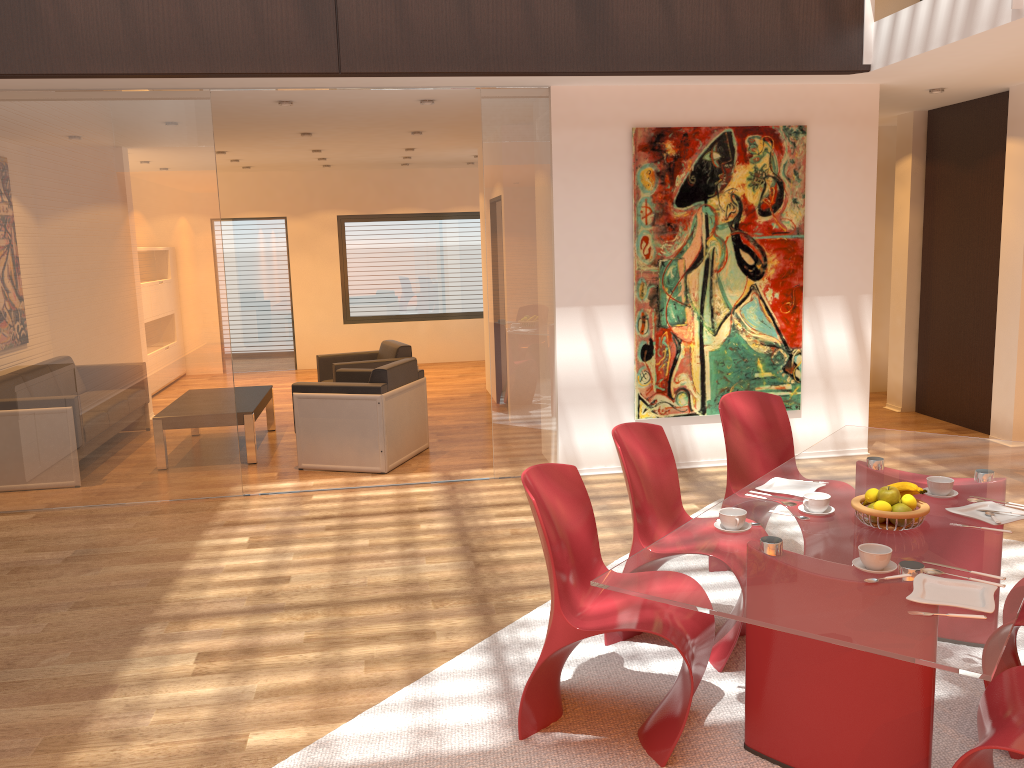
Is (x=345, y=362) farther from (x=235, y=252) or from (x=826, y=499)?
(x=826, y=499)

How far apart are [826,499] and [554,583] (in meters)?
0.96

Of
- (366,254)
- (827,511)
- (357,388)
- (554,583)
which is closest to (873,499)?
(827,511)

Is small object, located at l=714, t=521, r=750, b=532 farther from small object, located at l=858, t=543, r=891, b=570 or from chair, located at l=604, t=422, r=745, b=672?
chair, located at l=604, t=422, r=745, b=672

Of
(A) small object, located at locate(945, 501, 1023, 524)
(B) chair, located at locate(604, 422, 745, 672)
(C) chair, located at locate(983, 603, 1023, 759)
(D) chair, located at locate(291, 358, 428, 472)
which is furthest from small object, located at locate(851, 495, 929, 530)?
(D) chair, located at locate(291, 358, 428, 472)

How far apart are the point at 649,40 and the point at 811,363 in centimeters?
261cm

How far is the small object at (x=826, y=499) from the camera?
3.0m

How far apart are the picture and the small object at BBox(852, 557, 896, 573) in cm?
383

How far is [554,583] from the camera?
2.8m

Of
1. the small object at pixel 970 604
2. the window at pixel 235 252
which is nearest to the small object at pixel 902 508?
the small object at pixel 970 604
